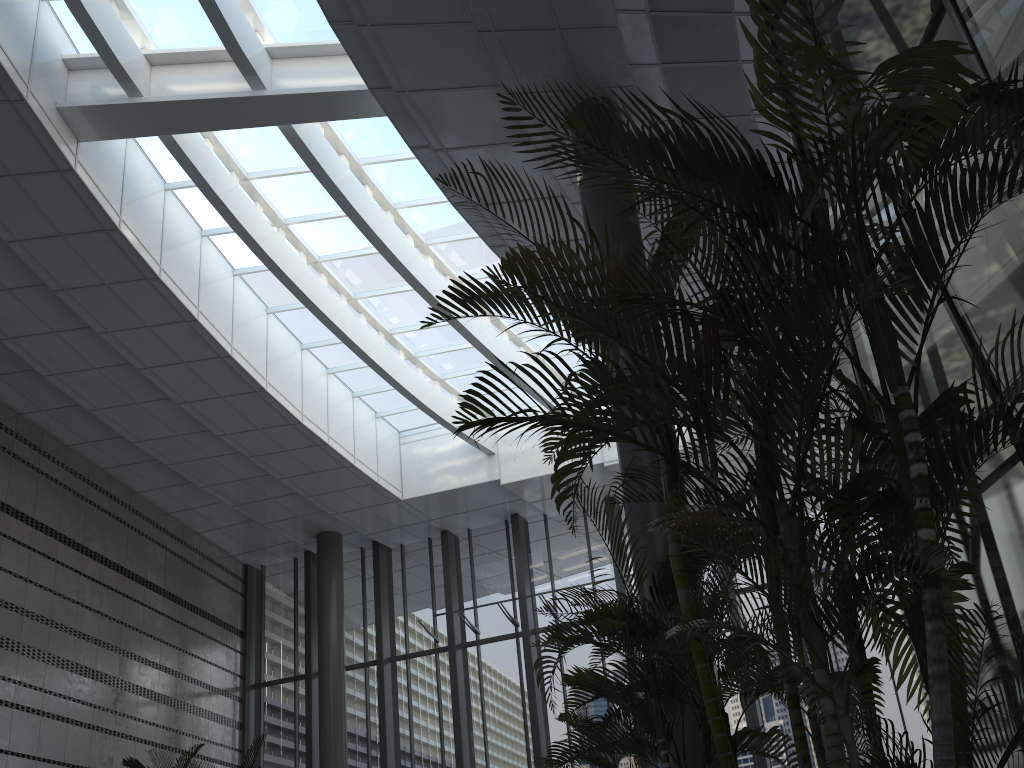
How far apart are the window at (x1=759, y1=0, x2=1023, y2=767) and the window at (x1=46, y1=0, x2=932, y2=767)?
6.0m

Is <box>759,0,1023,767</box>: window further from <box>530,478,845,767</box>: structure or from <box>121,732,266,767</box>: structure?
<box>121,732,266,767</box>: structure

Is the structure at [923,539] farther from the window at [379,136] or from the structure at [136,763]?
the structure at [136,763]

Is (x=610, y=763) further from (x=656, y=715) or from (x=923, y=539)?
(x=923, y=539)

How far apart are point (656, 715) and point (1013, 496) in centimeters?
178cm

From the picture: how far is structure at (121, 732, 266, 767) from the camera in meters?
11.0

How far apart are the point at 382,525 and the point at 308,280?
5.5 meters

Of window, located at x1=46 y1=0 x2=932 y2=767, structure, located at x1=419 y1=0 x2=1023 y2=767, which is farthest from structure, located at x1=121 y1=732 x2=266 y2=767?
structure, located at x1=419 y1=0 x2=1023 y2=767

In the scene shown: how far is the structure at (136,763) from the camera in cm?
1105

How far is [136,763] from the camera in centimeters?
1105cm
